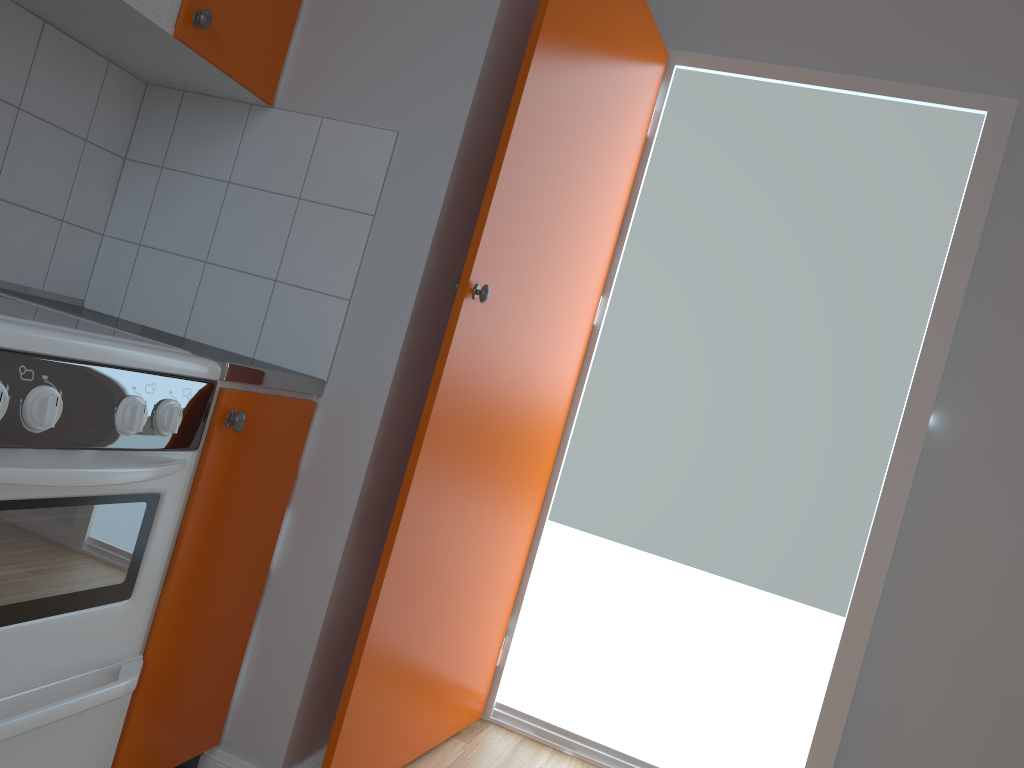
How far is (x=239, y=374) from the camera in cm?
156

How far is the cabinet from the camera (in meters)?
1.55

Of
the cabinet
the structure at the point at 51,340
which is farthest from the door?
the structure at the point at 51,340

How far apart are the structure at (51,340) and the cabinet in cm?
3

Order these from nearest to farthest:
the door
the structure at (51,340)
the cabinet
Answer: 1. the structure at (51,340)
2. the cabinet
3. the door

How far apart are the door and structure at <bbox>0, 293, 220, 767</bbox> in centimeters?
43cm

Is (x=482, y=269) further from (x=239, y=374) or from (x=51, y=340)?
(x=51, y=340)

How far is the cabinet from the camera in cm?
155

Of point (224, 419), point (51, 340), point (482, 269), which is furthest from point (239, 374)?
point (482, 269)

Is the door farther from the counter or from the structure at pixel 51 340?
the structure at pixel 51 340
